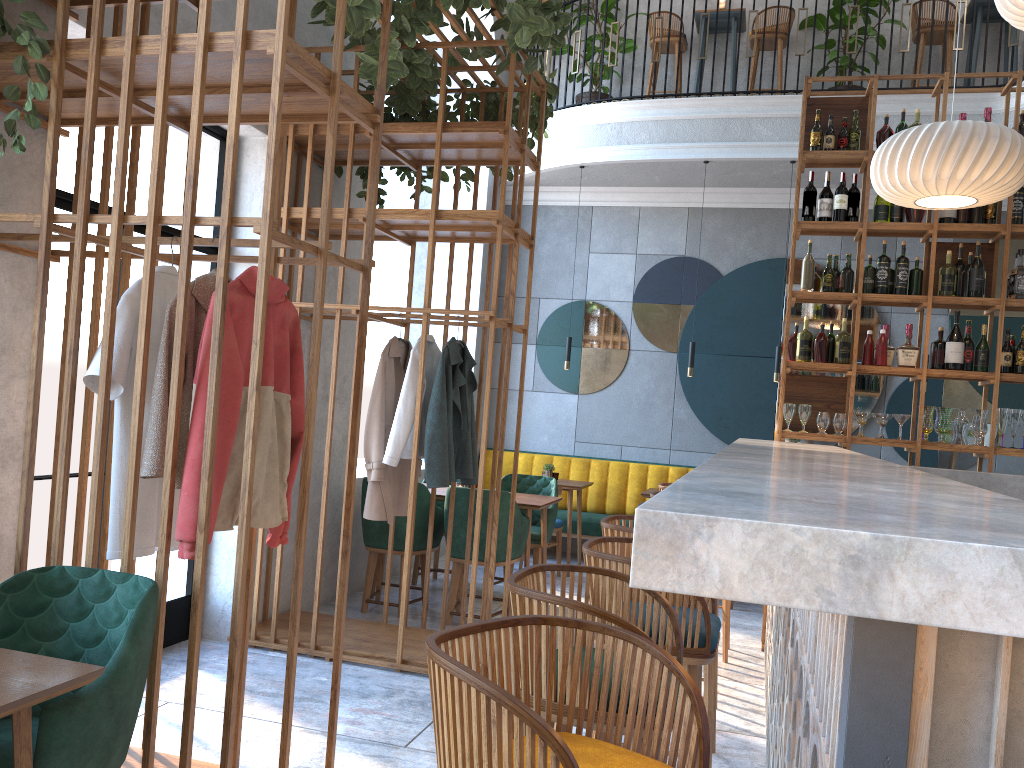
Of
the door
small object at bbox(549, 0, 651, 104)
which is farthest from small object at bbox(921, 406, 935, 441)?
small object at bbox(549, 0, 651, 104)

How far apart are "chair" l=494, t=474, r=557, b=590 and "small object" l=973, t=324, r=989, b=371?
2.8m

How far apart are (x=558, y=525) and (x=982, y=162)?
4.04m

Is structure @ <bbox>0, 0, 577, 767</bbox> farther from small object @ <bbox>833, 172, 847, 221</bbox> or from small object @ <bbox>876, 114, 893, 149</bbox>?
small object @ <bbox>876, 114, 893, 149</bbox>

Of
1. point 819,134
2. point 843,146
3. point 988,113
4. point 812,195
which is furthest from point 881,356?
point 988,113

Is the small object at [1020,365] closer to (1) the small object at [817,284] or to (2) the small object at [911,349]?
(2) the small object at [911,349]

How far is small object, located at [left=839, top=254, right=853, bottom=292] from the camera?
5.3 meters

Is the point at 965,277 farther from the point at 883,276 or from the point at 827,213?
the point at 827,213

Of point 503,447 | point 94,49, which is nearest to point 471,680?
point 94,49

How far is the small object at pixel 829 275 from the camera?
5.4m
